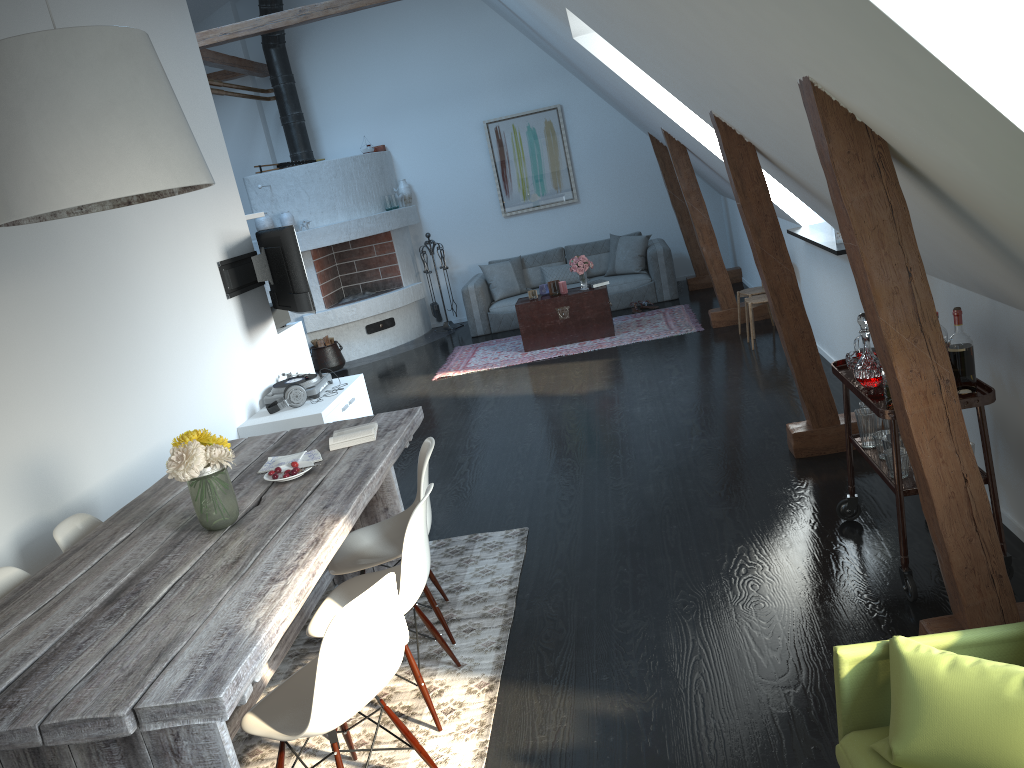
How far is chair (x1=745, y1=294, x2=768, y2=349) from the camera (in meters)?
7.06

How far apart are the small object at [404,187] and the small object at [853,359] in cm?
822

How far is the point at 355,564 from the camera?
3.52m

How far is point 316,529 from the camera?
2.95m

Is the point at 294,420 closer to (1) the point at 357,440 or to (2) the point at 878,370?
(1) the point at 357,440

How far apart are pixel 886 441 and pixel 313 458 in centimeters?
230cm

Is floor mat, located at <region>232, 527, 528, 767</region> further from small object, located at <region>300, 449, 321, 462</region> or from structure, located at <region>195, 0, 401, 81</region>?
structure, located at <region>195, 0, 401, 81</region>

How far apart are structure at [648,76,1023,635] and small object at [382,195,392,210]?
3.2 meters

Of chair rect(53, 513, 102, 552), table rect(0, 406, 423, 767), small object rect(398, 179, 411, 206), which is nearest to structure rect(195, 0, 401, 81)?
small object rect(398, 179, 411, 206)

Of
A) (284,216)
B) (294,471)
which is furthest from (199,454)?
(284,216)
